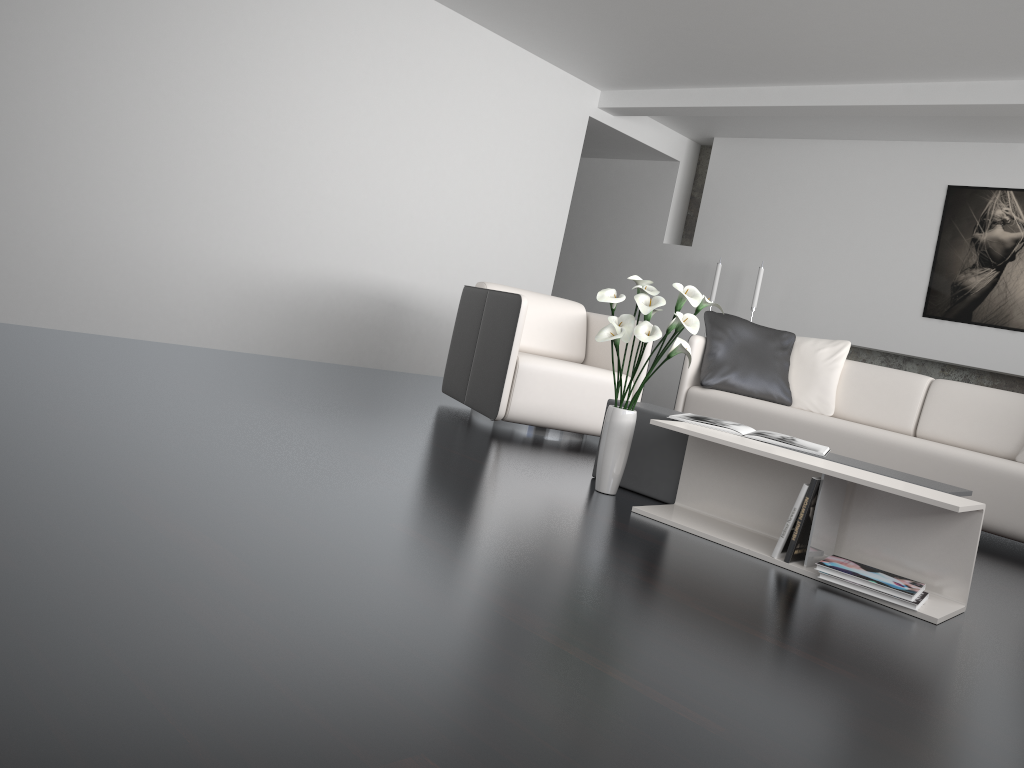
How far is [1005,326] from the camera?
6.1 meters

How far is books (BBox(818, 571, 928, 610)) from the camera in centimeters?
243cm

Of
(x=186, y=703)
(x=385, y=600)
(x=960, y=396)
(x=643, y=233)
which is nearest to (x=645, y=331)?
(x=385, y=600)

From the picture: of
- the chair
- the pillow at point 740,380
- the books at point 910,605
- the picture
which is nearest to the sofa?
the pillow at point 740,380

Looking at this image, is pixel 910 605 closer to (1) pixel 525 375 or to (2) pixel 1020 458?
(1) pixel 525 375

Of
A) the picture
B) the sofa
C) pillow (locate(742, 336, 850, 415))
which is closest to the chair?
the sofa

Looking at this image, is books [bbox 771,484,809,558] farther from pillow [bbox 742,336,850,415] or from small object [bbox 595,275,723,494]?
pillow [bbox 742,336,850,415]

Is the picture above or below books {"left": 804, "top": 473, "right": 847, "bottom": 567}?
above

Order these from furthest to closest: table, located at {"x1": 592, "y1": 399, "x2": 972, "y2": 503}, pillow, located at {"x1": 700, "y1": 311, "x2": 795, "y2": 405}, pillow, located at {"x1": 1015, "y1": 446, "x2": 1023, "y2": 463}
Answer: pillow, located at {"x1": 700, "y1": 311, "x2": 795, "y2": 405}, pillow, located at {"x1": 1015, "y1": 446, "x2": 1023, "y2": 463}, table, located at {"x1": 592, "y1": 399, "x2": 972, "y2": 503}

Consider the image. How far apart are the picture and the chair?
3.0 meters
